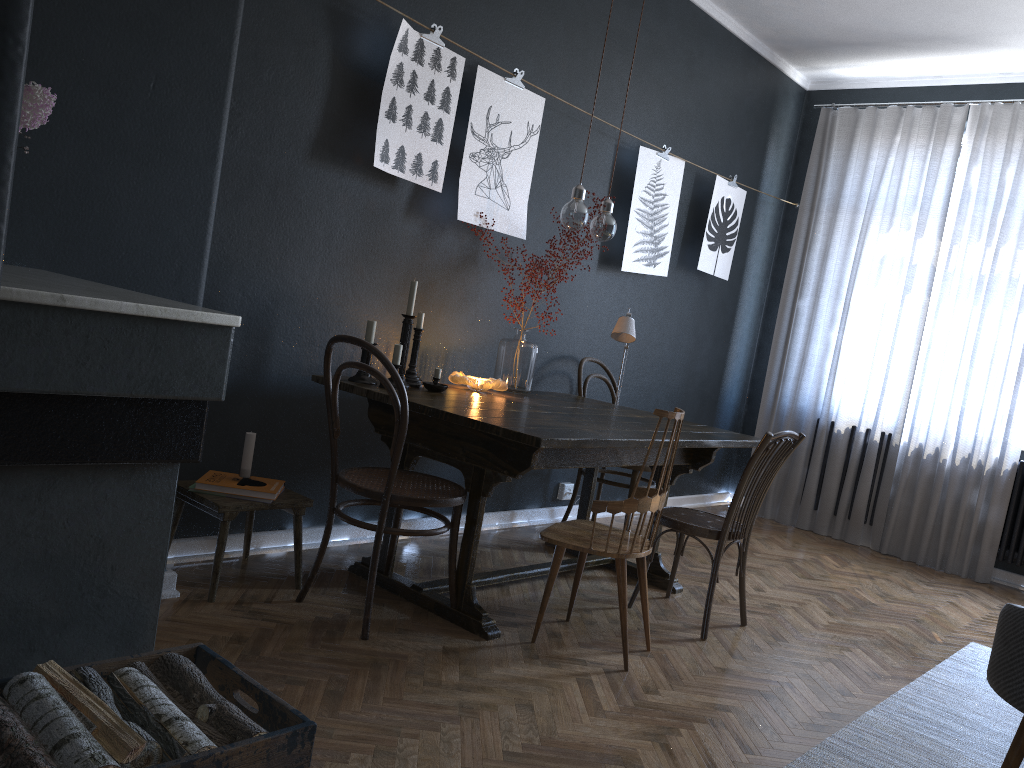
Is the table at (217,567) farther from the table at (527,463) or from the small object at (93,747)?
the small object at (93,747)

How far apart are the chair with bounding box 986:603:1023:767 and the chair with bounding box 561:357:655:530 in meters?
2.2 m

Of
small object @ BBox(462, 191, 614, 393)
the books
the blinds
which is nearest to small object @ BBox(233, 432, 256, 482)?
the books

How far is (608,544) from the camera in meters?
2.8 m

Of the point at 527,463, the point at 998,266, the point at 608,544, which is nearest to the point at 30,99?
the point at 527,463

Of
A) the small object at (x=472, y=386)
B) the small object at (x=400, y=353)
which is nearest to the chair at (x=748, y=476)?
the small object at (x=472, y=386)

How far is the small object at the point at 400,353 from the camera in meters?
3.3 m

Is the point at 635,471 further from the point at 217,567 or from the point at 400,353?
the point at 217,567

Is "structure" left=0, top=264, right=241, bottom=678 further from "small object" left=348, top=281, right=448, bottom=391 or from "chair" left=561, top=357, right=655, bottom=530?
"chair" left=561, top=357, right=655, bottom=530

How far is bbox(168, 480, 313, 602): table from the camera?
2.83m
